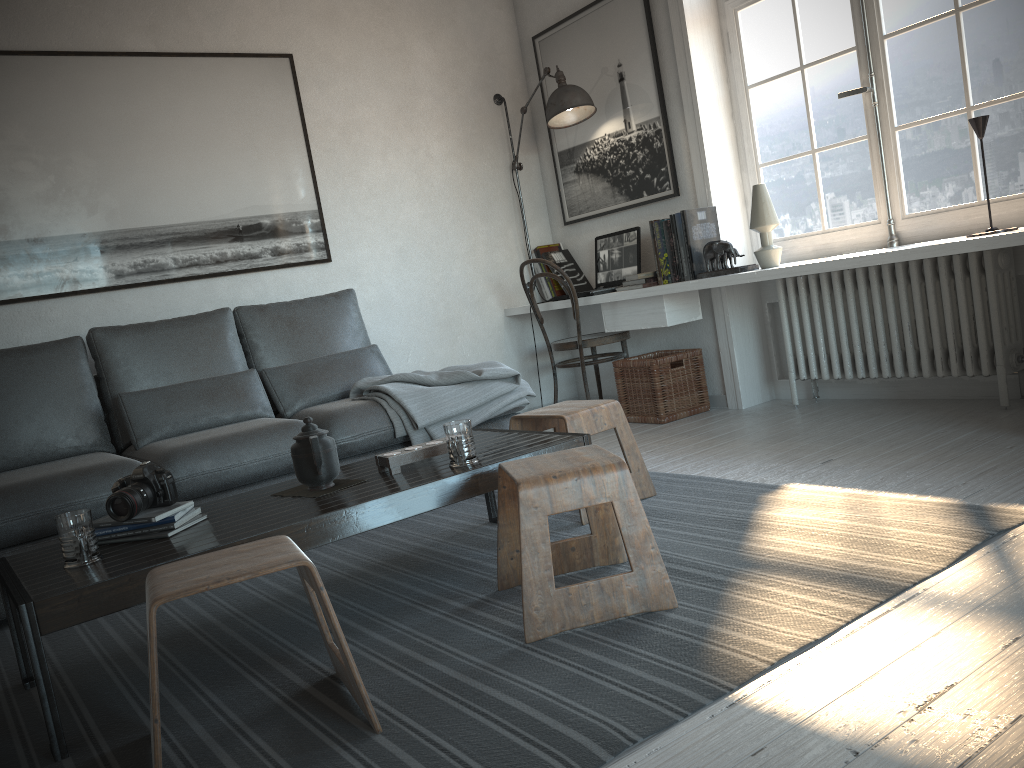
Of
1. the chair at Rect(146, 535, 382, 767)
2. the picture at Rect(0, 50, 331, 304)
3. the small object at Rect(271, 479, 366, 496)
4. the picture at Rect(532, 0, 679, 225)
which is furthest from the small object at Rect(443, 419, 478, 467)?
the picture at Rect(532, 0, 679, 225)

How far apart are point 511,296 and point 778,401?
1.6m

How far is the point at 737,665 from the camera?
1.6m

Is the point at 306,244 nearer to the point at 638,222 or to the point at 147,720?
the point at 638,222

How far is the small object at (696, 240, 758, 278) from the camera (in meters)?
3.94

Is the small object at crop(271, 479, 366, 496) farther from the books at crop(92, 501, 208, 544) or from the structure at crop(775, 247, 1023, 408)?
the structure at crop(775, 247, 1023, 408)

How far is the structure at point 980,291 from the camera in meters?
3.4

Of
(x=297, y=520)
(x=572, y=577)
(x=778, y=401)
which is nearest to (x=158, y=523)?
(x=297, y=520)

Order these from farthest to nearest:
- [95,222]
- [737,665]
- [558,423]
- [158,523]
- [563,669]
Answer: [95,222], [558,423], [158,523], [563,669], [737,665]

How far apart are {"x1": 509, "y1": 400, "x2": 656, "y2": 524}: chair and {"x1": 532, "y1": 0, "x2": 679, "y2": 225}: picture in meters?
1.8
